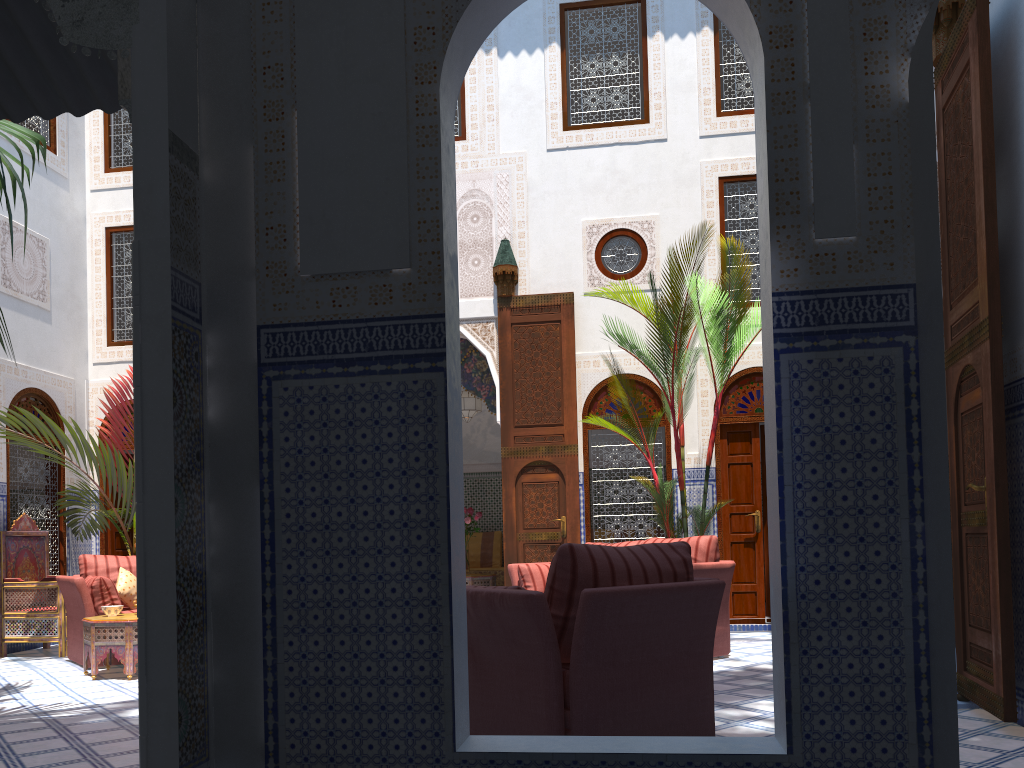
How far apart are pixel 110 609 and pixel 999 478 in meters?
4.4

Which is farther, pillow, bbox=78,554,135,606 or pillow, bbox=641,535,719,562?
pillow, bbox=78,554,135,606

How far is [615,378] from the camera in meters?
5.7

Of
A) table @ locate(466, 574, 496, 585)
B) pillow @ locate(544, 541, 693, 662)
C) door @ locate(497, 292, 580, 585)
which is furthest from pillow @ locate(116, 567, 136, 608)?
pillow @ locate(544, 541, 693, 662)

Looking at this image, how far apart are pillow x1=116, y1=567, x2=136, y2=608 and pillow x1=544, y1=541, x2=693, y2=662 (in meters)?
3.70

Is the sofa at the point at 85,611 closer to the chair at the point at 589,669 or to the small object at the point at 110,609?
the small object at the point at 110,609

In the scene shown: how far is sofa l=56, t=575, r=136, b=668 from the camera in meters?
5.0

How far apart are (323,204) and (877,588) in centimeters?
147cm

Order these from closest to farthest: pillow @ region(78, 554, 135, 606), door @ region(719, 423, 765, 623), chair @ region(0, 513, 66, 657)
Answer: pillow @ region(78, 554, 135, 606), chair @ region(0, 513, 66, 657), door @ region(719, 423, 765, 623)

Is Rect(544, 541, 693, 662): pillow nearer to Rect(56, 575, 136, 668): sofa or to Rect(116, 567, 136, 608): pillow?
Rect(56, 575, 136, 668): sofa
